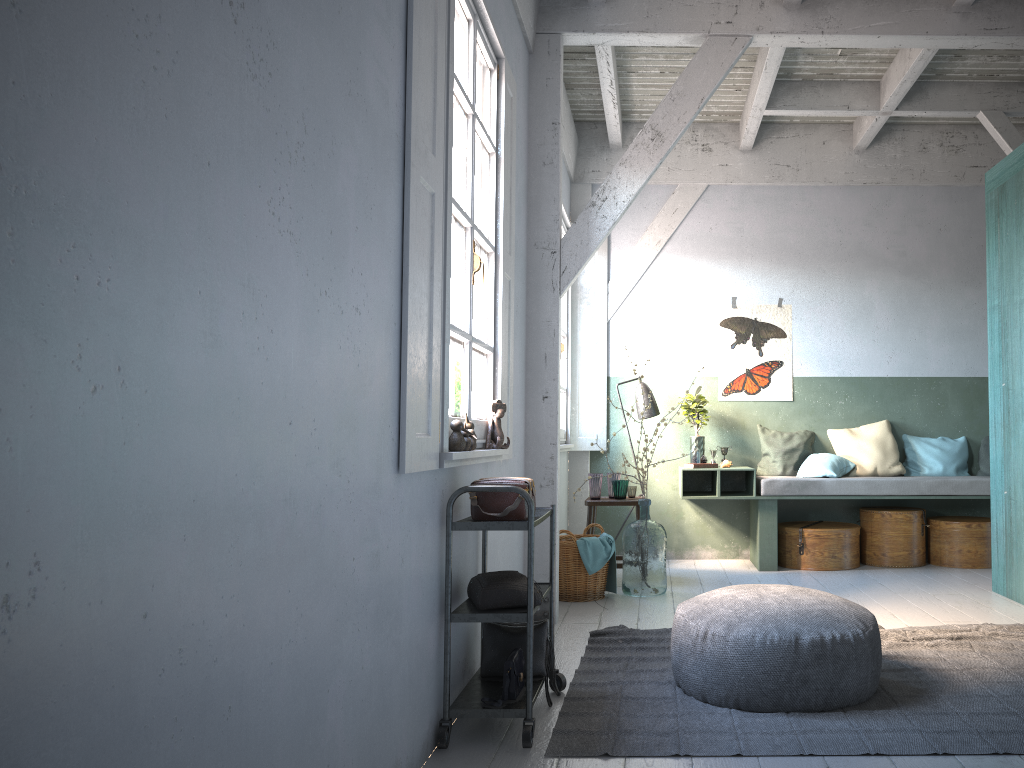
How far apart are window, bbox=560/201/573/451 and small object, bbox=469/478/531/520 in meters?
3.8

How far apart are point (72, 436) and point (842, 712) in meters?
3.3

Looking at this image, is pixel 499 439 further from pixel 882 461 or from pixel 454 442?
pixel 882 461

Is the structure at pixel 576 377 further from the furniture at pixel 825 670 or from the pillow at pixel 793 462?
the furniture at pixel 825 670

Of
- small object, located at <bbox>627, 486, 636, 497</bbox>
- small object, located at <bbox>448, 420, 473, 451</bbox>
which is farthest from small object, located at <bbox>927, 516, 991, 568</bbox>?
small object, located at <bbox>448, 420, 473, 451</bbox>

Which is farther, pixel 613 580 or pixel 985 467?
pixel 985 467

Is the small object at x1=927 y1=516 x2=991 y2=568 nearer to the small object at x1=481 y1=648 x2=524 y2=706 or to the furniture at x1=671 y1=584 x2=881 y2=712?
the furniture at x1=671 y1=584 x2=881 y2=712

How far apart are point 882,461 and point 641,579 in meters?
2.9

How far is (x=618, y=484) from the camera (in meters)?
7.29

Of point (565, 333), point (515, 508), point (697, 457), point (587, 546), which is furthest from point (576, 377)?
point (515, 508)
